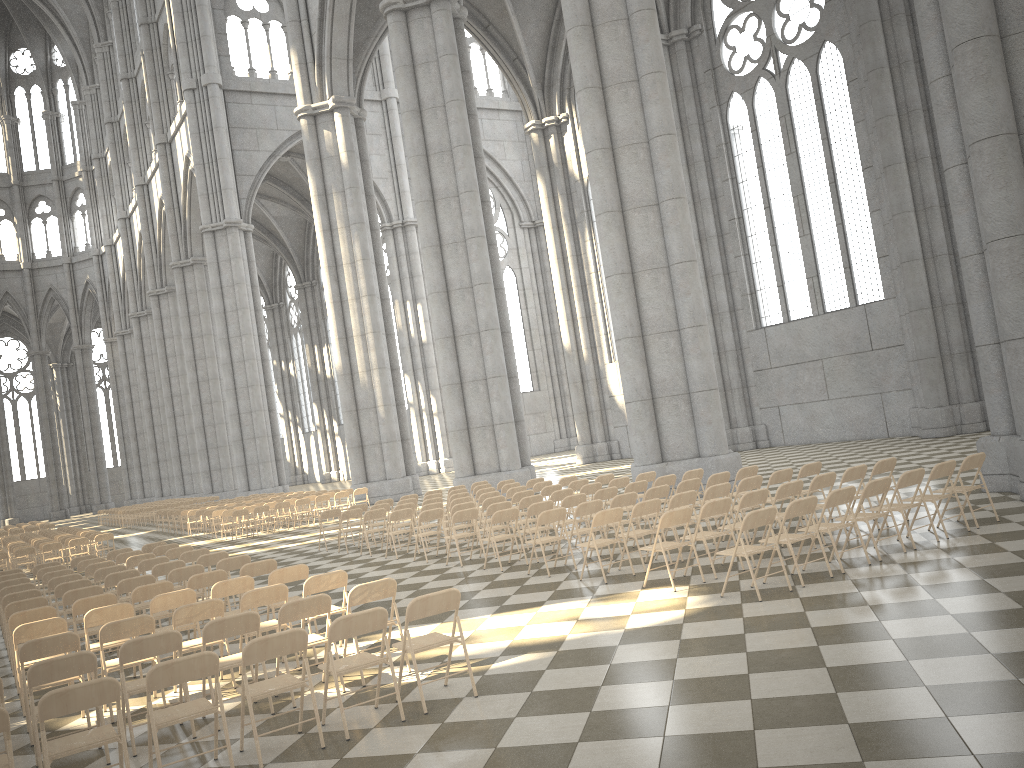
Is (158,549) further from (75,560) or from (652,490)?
(652,490)

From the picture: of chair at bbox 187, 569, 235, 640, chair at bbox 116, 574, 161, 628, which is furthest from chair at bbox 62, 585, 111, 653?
chair at bbox 187, 569, 235, 640

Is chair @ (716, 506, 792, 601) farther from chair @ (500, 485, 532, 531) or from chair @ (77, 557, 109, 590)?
chair @ (77, 557, 109, 590)

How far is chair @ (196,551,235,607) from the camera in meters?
12.2

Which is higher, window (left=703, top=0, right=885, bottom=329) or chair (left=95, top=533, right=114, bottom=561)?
window (left=703, top=0, right=885, bottom=329)

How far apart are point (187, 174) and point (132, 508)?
18.80m

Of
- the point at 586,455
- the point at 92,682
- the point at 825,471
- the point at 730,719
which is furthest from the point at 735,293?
the point at 92,682

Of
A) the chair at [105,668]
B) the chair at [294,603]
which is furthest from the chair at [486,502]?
the chair at [105,668]

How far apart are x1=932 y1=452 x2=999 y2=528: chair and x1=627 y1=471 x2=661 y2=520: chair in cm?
543

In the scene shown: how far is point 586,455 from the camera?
35.6m
